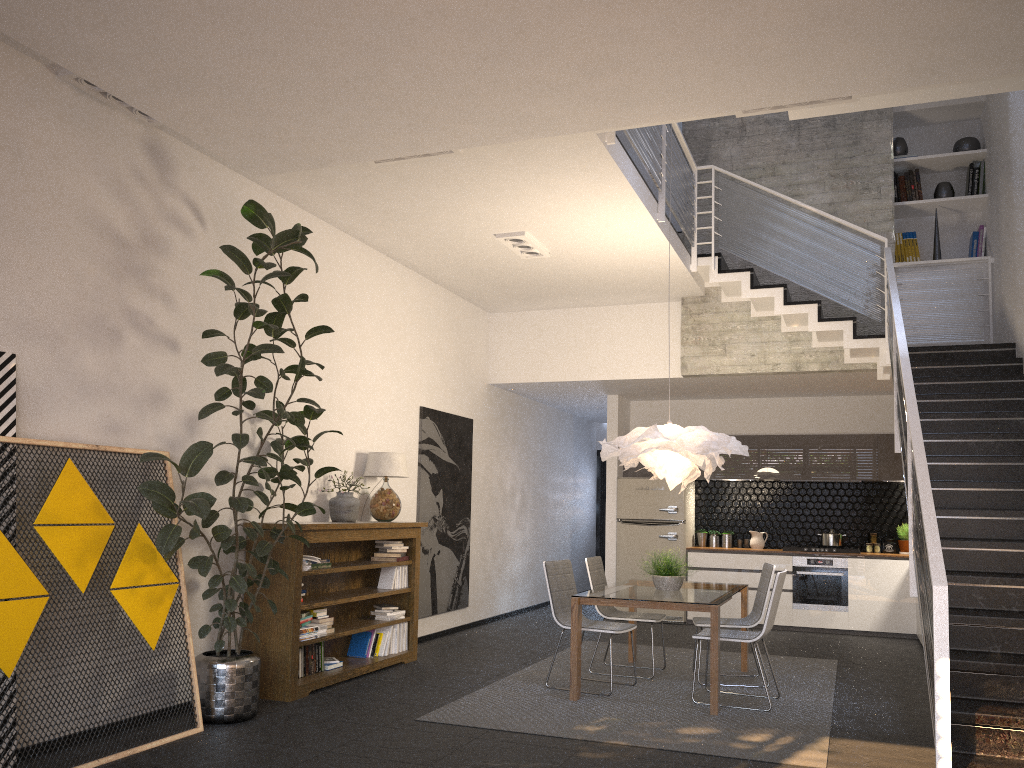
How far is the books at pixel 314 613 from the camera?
6.33m

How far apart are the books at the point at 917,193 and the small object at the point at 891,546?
3.8 meters

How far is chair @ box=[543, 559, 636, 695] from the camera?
6.40m

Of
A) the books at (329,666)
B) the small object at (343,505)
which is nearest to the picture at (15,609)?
the books at (329,666)

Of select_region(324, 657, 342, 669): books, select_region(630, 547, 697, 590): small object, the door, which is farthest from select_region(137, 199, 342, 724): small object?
the door

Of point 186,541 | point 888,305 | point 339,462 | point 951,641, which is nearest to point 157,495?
point 186,541

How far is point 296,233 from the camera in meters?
5.0 m

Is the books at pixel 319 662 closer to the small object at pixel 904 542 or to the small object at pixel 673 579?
the small object at pixel 673 579

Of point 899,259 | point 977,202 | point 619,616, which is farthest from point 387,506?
point 977,202

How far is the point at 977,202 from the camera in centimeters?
870cm
